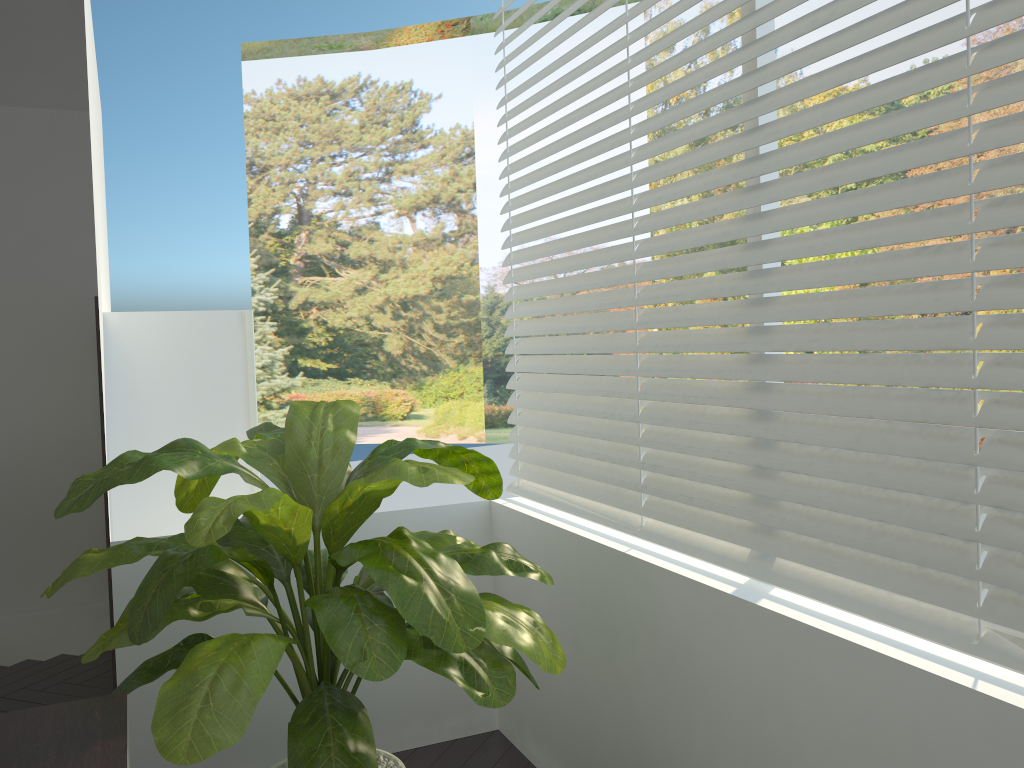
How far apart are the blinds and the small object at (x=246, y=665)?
0.33m

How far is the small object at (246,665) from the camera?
1.6 meters

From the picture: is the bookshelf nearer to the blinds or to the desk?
the blinds

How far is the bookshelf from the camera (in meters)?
3.12

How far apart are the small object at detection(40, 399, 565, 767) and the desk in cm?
5

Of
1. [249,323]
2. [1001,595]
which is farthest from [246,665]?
[249,323]

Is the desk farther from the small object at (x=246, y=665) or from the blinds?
the blinds

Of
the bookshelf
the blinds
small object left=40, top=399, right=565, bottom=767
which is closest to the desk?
small object left=40, top=399, right=565, bottom=767

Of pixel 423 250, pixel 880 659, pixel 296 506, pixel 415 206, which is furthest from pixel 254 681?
pixel 415 206

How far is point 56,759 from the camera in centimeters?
140cm
